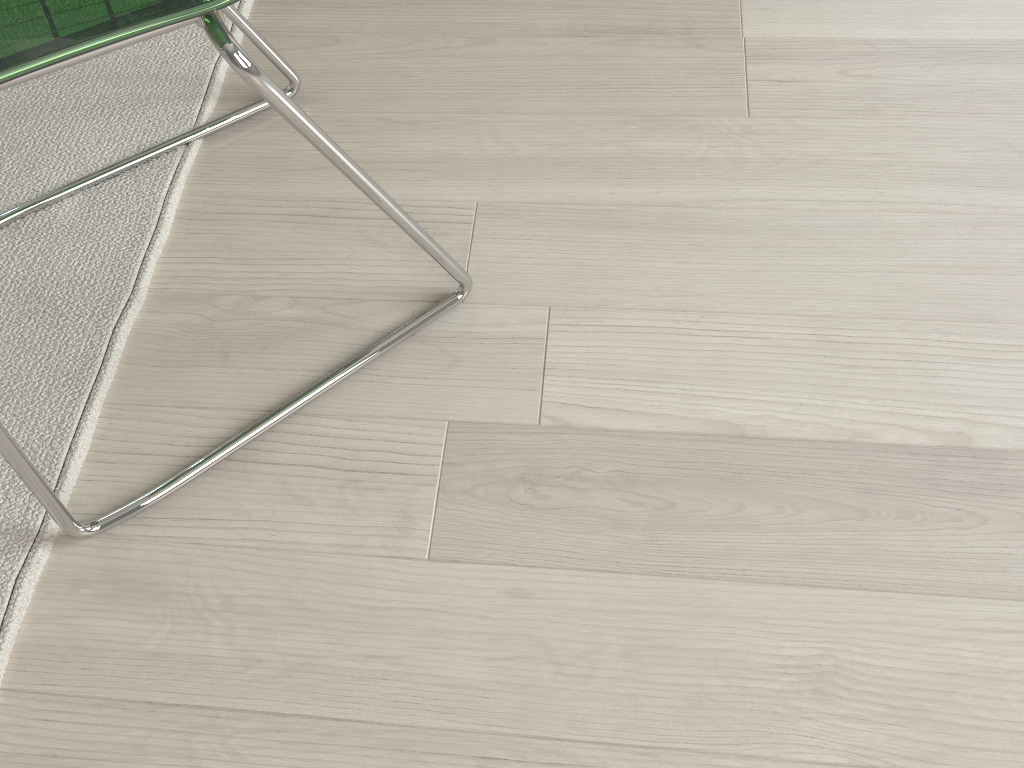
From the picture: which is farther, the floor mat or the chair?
the floor mat

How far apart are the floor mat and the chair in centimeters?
1cm

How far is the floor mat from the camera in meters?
0.9 m

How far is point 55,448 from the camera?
0.9m

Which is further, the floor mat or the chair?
the floor mat

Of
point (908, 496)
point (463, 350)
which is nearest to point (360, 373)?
point (463, 350)

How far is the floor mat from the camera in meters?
0.9

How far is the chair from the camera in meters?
0.5 m

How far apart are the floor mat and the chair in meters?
0.0
